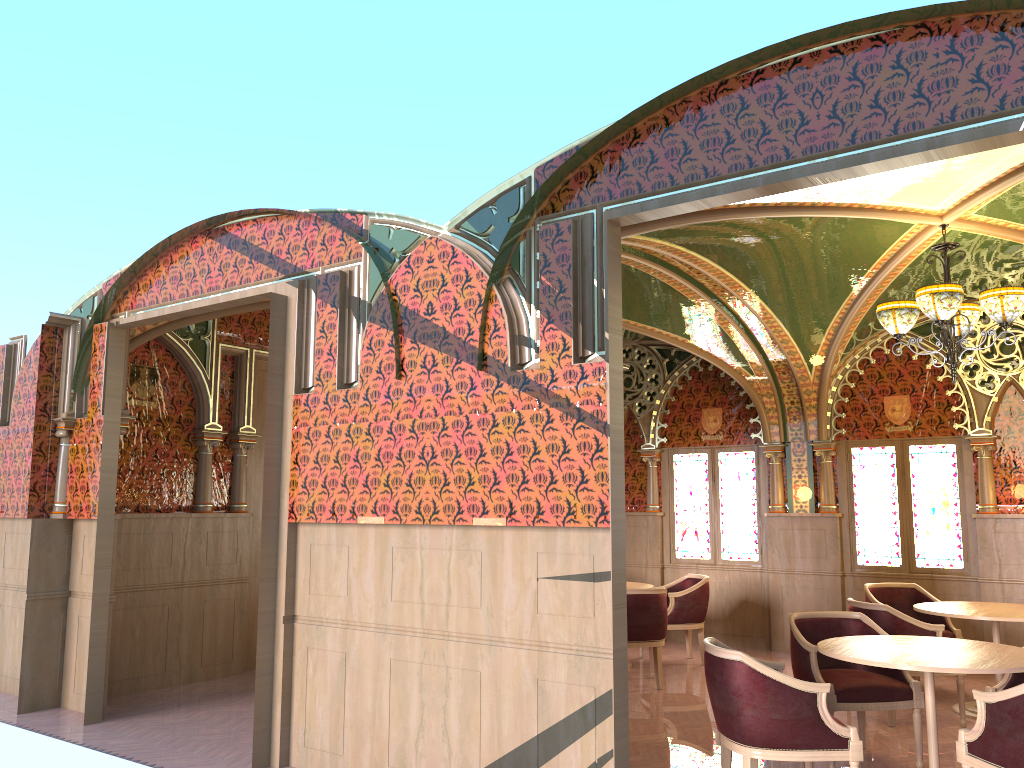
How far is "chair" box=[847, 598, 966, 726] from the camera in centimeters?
634cm

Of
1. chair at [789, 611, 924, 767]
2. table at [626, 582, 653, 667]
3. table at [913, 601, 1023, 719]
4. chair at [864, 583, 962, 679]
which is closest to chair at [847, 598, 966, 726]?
table at [913, 601, 1023, 719]

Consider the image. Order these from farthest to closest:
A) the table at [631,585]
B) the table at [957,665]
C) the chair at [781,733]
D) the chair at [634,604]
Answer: the table at [631,585] < the chair at [634,604] < the table at [957,665] < the chair at [781,733]

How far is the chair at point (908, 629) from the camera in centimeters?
634cm

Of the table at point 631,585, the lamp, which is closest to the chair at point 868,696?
the lamp

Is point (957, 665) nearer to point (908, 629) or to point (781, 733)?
point (781, 733)

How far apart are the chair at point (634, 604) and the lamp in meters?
2.9

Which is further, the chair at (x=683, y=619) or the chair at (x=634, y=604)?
the chair at (x=683, y=619)

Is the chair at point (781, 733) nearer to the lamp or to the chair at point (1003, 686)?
the chair at point (1003, 686)

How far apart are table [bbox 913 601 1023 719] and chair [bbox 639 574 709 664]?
2.2 meters
